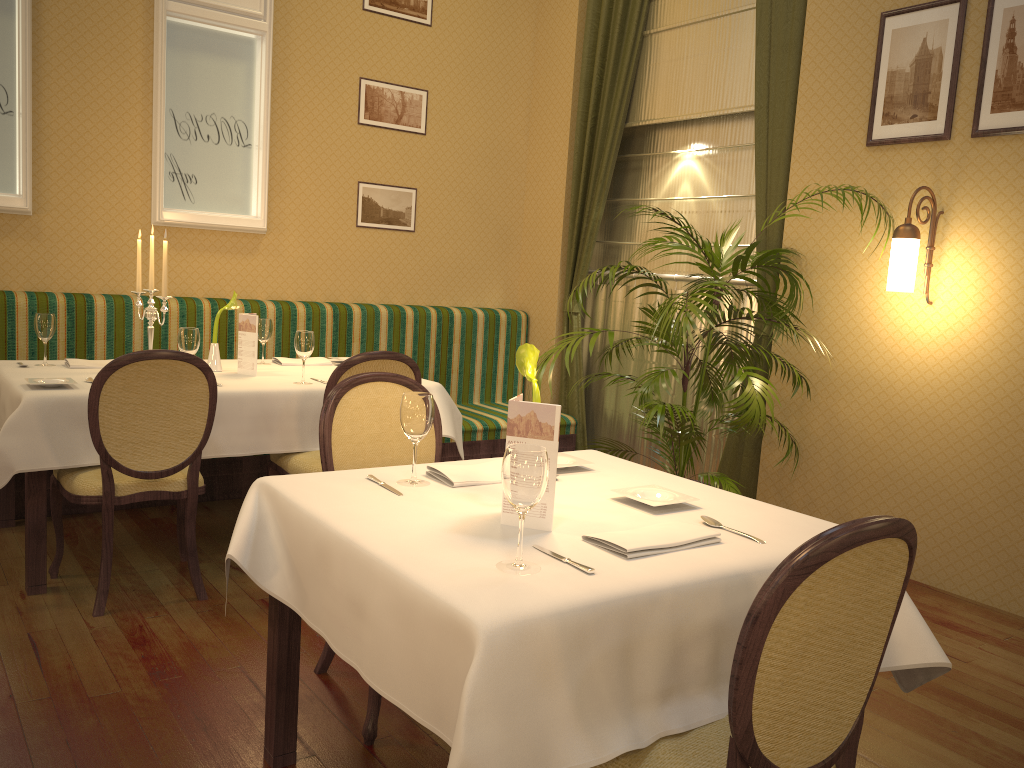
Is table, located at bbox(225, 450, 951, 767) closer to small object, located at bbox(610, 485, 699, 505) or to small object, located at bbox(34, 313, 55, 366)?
small object, located at bbox(610, 485, 699, 505)

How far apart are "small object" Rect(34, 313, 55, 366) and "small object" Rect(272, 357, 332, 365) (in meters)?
1.04

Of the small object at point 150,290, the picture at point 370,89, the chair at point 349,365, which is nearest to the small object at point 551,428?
the chair at point 349,365

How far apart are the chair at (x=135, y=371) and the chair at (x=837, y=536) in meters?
2.2

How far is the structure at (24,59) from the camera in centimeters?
454cm

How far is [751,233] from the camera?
5.14m

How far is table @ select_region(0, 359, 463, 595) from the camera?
3.1 meters

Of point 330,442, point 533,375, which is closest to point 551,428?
point 533,375

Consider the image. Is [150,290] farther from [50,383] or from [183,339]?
[50,383]

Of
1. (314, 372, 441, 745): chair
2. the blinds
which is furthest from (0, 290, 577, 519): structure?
(314, 372, 441, 745): chair
